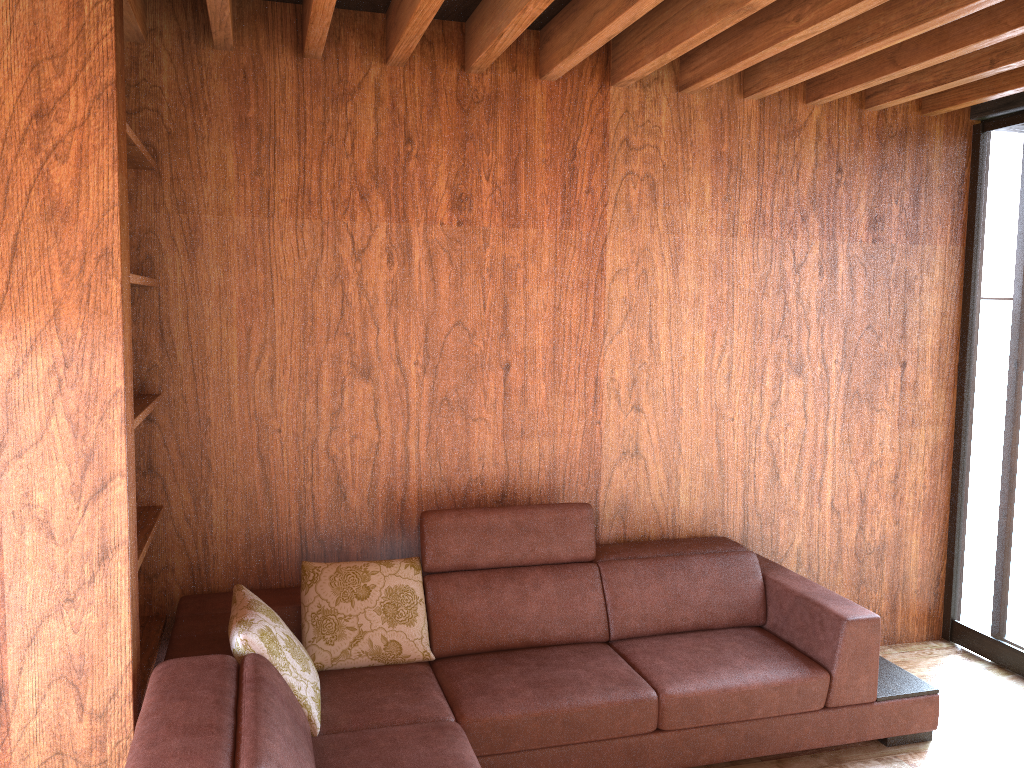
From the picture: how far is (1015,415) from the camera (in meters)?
3.59

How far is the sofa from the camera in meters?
2.2

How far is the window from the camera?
3.6 meters

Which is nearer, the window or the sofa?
the sofa

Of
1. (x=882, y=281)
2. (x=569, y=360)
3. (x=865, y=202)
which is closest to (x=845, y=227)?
(x=865, y=202)

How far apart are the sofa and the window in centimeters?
76cm

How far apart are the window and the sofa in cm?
76

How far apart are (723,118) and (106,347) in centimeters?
242cm
